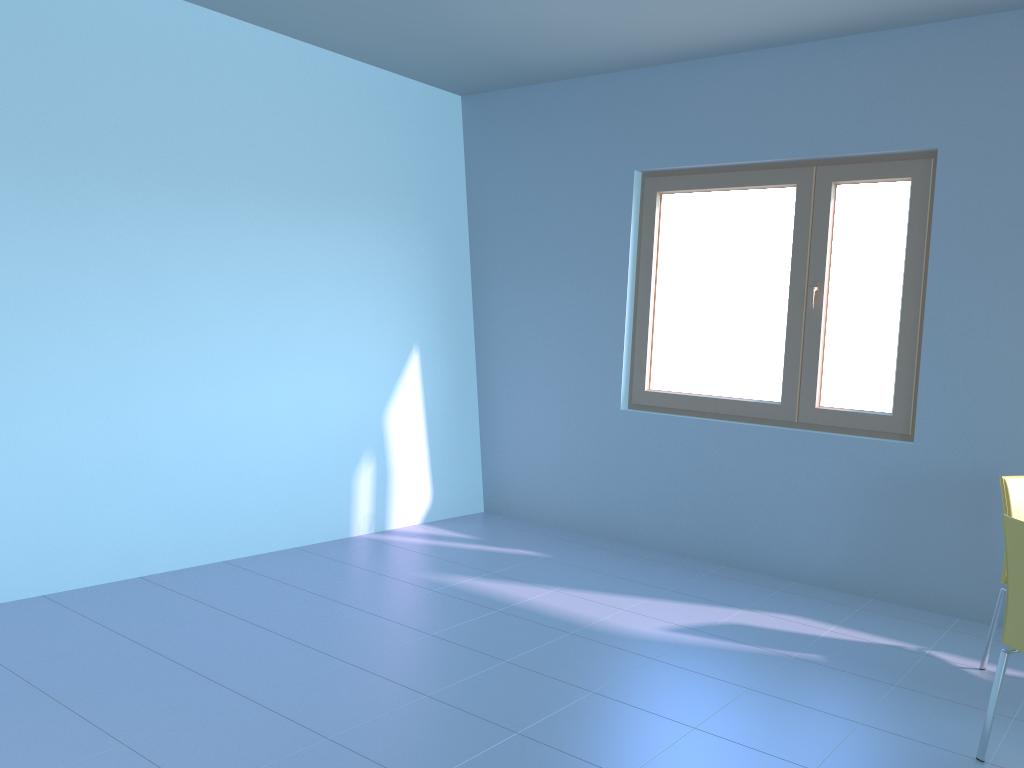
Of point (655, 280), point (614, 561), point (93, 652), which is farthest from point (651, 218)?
point (93, 652)

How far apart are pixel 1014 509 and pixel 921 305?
1.1m

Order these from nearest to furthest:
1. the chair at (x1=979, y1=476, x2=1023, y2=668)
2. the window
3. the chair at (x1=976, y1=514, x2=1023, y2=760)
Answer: the chair at (x1=976, y1=514, x2=1023, y2=760) < the chair at (x1=979, y1=476, x2=1023, y2=668) < the window

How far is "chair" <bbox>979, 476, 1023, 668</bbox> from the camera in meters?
3.1 m

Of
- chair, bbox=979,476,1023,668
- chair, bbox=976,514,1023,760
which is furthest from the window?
chair, bbox=976,514,1023,760

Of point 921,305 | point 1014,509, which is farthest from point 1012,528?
point 921,305

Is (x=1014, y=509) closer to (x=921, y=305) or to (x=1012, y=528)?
(x=1012, y=528)

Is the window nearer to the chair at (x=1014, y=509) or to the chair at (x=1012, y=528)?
the chair at (x=1014, y=509)

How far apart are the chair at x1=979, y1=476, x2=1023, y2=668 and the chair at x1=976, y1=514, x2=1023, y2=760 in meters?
0.7 m

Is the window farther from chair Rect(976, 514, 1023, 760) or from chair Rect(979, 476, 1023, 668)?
chair Rect(976, 514, 1023, 760)
